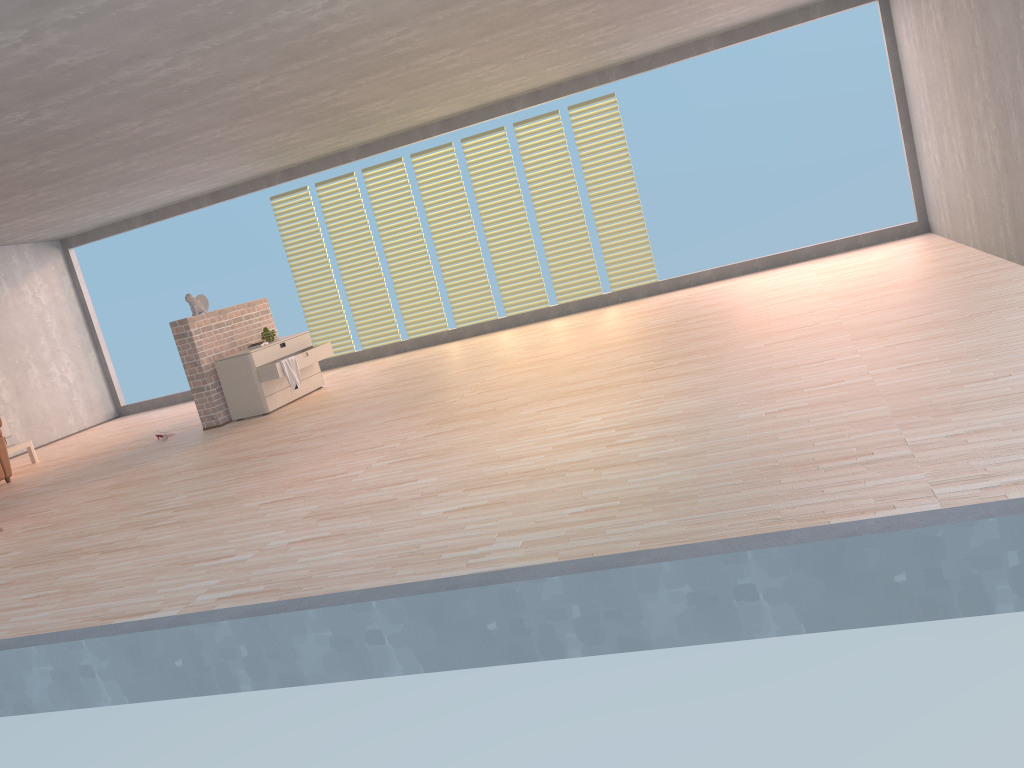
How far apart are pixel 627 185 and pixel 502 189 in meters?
1.4 m

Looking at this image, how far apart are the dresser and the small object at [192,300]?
0.6 meters

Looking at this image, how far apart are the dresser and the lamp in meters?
2.8 m

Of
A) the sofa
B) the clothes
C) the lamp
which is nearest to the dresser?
the clothes

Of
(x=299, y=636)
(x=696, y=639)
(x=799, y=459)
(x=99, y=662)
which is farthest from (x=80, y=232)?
(x=696, y=639)

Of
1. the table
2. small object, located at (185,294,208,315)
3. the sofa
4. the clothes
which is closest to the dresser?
the clothes

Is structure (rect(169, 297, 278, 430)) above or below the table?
above

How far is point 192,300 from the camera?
8.40m

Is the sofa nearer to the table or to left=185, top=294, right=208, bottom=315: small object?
the table

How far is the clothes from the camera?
8.3 meters
